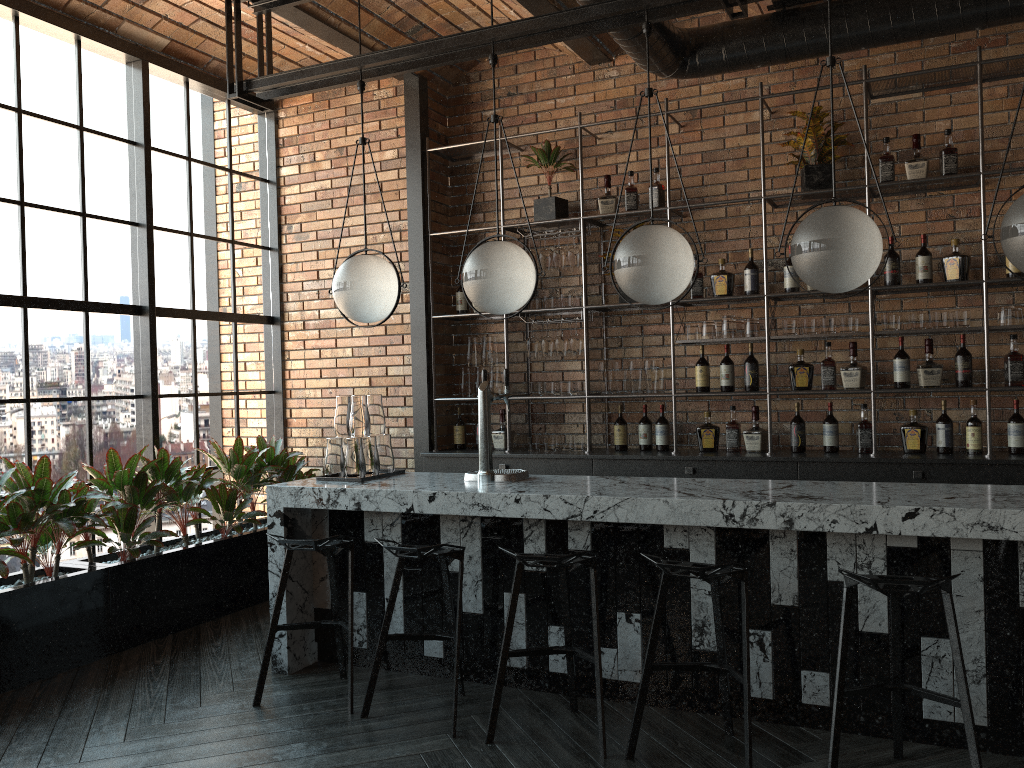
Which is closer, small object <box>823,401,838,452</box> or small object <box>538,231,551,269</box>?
small object <box>823,401,838,452</box>

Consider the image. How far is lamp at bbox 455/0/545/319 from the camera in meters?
3.9 m

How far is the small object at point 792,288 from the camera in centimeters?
522cm

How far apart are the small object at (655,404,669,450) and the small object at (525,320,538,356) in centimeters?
93cm

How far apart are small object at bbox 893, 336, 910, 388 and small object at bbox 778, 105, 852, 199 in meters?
1.0 m

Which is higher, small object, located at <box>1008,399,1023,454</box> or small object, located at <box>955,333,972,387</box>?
small object, located at <box>955,333,972,387</box>

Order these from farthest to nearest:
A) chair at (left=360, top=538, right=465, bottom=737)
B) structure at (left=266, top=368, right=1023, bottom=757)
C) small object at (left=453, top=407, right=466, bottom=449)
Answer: small object at (left=453, top=407, right=466, bottom=449) < chair at (left=360, top=538, right=465, bottom=737) < structure at (left=266, top=368, right=1023, bottom=757)

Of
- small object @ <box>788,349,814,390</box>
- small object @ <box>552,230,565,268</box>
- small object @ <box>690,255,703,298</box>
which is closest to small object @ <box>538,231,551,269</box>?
small object @ <box>552,230,565,268</box>

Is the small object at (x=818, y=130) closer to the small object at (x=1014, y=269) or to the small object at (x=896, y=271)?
the small object at (x=896, y=271)

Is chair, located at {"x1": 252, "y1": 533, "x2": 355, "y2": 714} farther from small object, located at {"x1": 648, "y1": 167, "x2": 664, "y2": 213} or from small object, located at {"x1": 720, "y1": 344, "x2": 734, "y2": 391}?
small object, located at {"x1": 648, "y1": 167, "x2": 664, "y2": 213}
